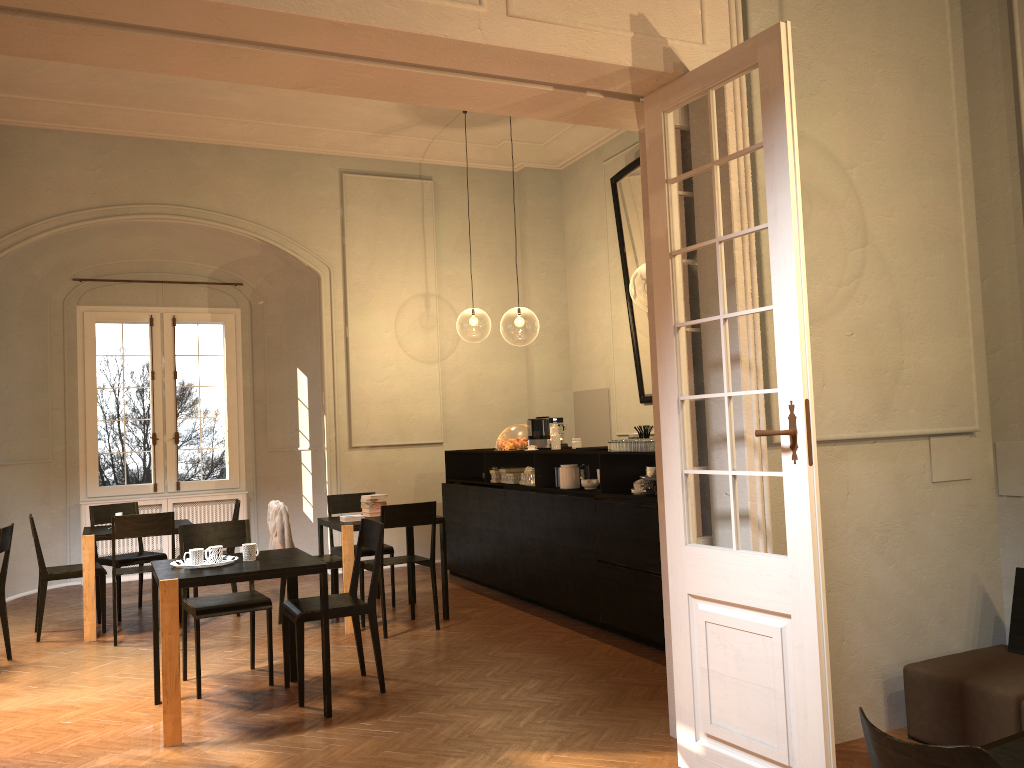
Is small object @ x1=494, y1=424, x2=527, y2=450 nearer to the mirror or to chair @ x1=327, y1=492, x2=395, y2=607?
chair @ x1=327, y1=492, x2=395, y2=607

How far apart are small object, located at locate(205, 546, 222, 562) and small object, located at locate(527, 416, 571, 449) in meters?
3.9

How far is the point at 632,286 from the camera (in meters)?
27.53

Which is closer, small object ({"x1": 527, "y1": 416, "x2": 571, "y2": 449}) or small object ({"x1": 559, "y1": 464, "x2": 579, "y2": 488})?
small object ({"x1": 559, "y1": 464, "x2": 579, "y2": 488})

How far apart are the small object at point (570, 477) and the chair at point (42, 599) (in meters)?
4.16

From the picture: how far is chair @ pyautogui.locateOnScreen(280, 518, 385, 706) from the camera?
5.5m

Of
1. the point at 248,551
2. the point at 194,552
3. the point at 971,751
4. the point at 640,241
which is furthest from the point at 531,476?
the point at 971,751

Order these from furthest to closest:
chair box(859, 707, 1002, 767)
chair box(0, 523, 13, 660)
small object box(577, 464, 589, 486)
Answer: small object box(577, 464, 589, 486)
chair box(0, 523, 13, 660)
chair box(859, 707, 1002, 767)

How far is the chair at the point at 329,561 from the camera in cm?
765

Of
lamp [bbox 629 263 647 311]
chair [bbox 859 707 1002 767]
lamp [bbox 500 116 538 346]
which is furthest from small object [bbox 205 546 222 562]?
lamp [bbox 629 263 647 311]
